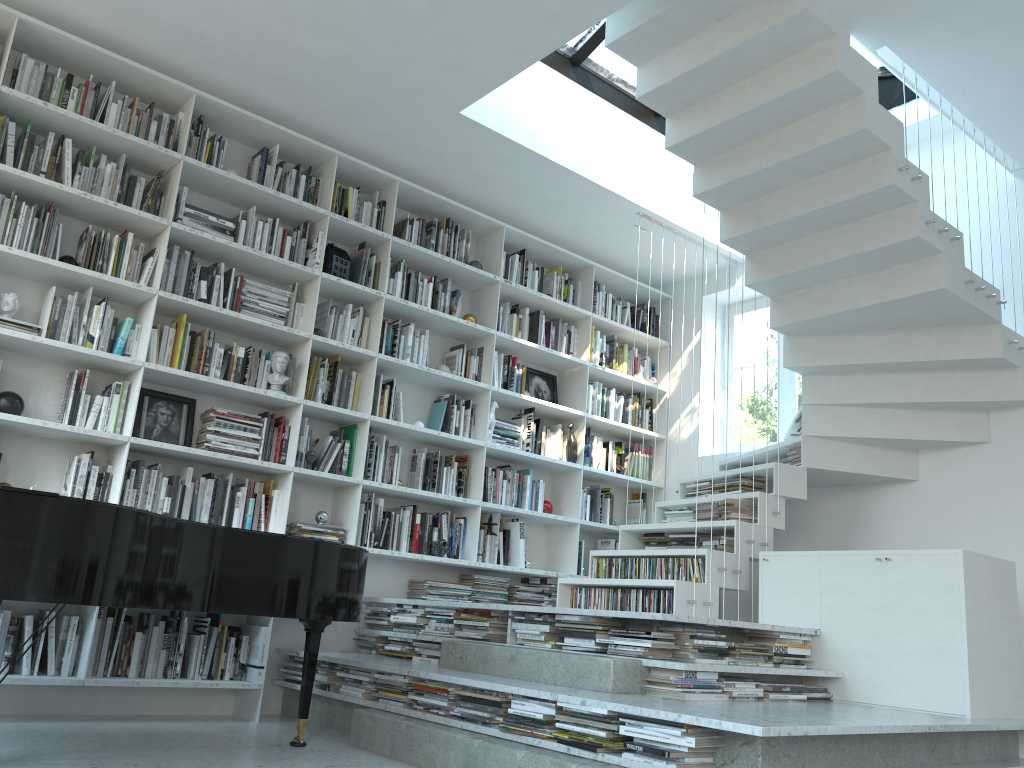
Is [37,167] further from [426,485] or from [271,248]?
[426,485]

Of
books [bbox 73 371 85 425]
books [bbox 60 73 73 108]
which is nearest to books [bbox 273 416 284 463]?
books [bbox 73 371 85 425]

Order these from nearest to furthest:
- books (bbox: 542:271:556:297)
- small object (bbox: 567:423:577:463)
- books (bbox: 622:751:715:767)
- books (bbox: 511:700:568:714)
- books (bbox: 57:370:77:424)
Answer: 1. books (bbox: 622:751:715:767)
2. books (bbox: 511:700:568:714)
3. books (bbox: 57:370:77:424)
4. small object (bbox: 567:423:577:463)
5. books (bbox: 542:271:556:297)

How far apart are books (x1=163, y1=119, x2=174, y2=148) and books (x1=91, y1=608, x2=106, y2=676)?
2.4 meters

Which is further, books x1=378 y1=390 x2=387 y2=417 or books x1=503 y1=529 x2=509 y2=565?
books x1=503 y1=529 x2=509 y2=565

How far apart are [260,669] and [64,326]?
1.90m

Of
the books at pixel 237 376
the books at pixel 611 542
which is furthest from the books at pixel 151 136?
the books at pixel 611 542

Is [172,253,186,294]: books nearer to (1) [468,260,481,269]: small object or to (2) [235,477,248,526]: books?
(2) [235,477,248,526]: books

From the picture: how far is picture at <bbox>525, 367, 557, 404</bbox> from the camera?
6.2m

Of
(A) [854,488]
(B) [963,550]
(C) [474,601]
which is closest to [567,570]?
(C) [474,601]
